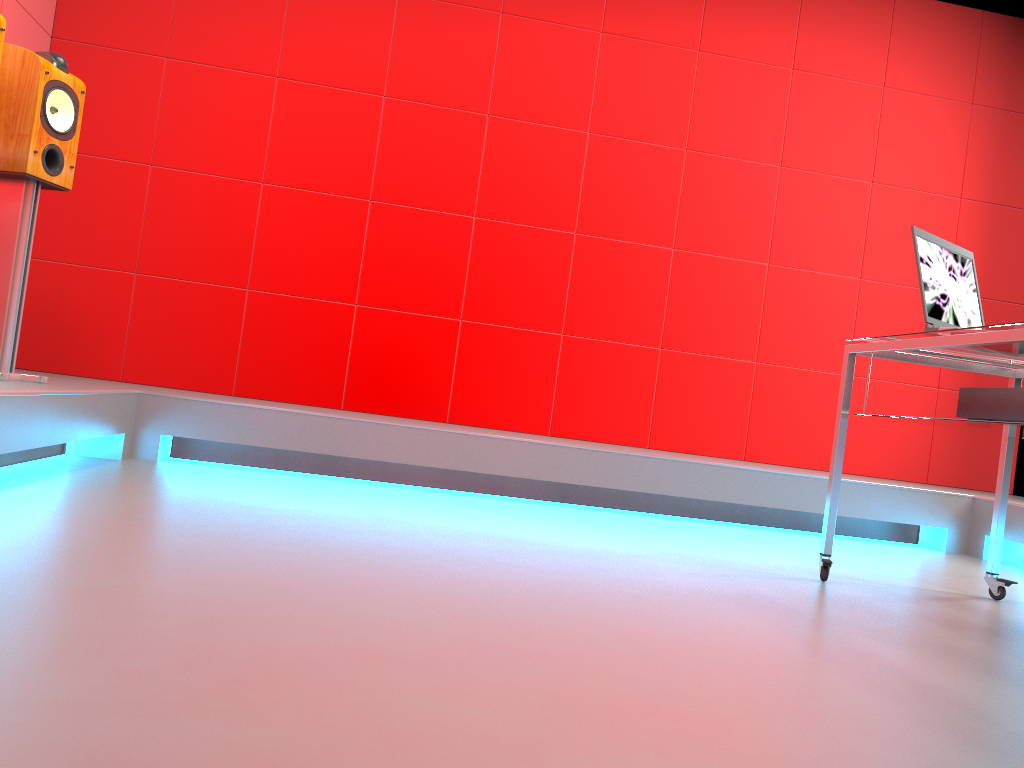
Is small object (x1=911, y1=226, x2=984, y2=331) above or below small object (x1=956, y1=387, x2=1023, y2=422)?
above

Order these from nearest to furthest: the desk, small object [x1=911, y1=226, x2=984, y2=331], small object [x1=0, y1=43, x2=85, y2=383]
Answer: the desk → small object [x1=911, y1=226, x2=984, y2=331] → small object [x1=0, y1=43, x2=85, y2=383]

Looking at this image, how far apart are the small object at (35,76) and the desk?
2.5m

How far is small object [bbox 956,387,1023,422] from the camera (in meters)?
2.05

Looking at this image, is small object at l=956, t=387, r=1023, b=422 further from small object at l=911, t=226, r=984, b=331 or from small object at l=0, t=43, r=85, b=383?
small object at l=0, t=43, r=85, b=383

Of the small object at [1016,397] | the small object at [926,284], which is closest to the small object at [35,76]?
the small object at [926,284]

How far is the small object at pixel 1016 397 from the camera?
2.1 meters

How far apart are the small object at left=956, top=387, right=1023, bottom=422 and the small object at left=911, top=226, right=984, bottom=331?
0.2m

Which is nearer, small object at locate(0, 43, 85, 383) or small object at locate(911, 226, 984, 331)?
small object at locate(911, 226, 984, 331)

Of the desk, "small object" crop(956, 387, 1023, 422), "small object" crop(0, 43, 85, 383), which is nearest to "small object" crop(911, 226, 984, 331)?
the desk
